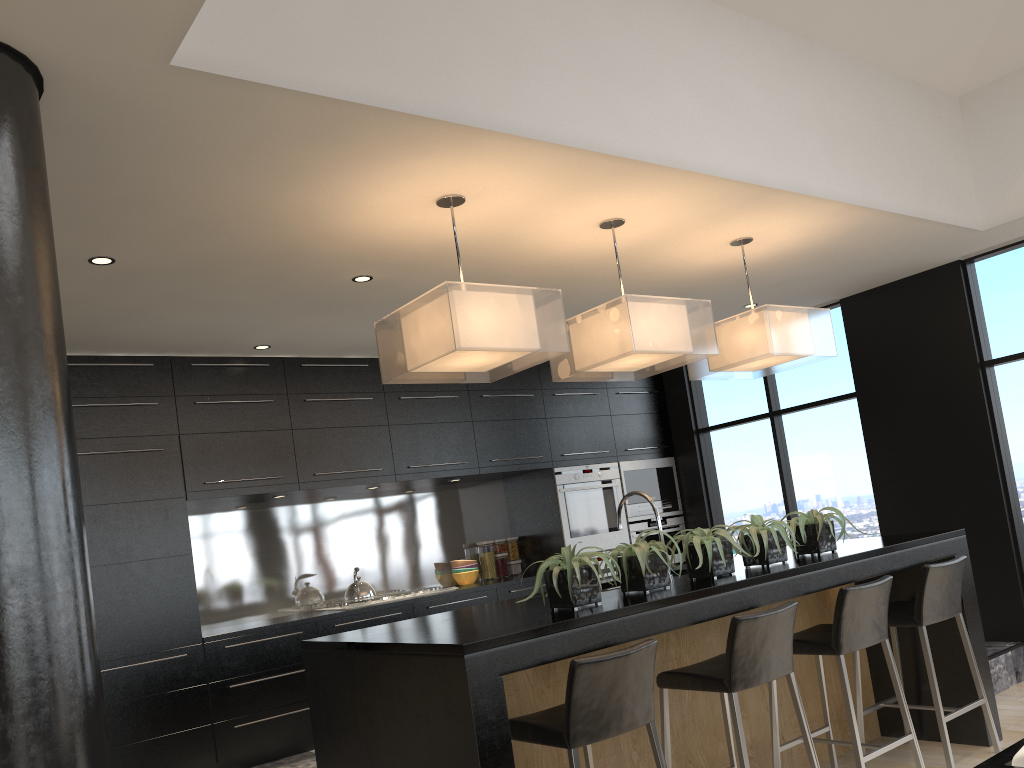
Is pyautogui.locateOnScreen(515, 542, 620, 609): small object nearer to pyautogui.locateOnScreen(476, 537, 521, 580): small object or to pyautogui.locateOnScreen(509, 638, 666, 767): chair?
pyautogui.locateOnScreen(509, 638, 666, 767): chair

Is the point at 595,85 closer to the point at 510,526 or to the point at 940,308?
the point at 940,308

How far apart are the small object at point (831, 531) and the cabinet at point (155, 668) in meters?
2.7

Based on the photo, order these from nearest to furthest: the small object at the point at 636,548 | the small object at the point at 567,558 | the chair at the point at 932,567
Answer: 1. the small object at the point at 567,558
2. the small object at the point at 636,548
3. the chair at the point at 932,567

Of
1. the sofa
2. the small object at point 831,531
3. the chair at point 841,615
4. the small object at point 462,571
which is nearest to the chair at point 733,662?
the chair at point 841,615

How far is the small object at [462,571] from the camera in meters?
6.8 m

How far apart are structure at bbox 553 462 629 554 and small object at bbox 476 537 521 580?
0.54m

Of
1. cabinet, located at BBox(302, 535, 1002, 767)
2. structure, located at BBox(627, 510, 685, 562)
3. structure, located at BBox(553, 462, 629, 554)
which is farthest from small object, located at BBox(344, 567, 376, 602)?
cabinet, located at BBox(302, 535, 1002, 767)

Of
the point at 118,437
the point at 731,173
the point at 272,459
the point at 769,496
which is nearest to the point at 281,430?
the point at 272,459

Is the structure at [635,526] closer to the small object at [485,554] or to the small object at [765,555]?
the small object at [485,554]
